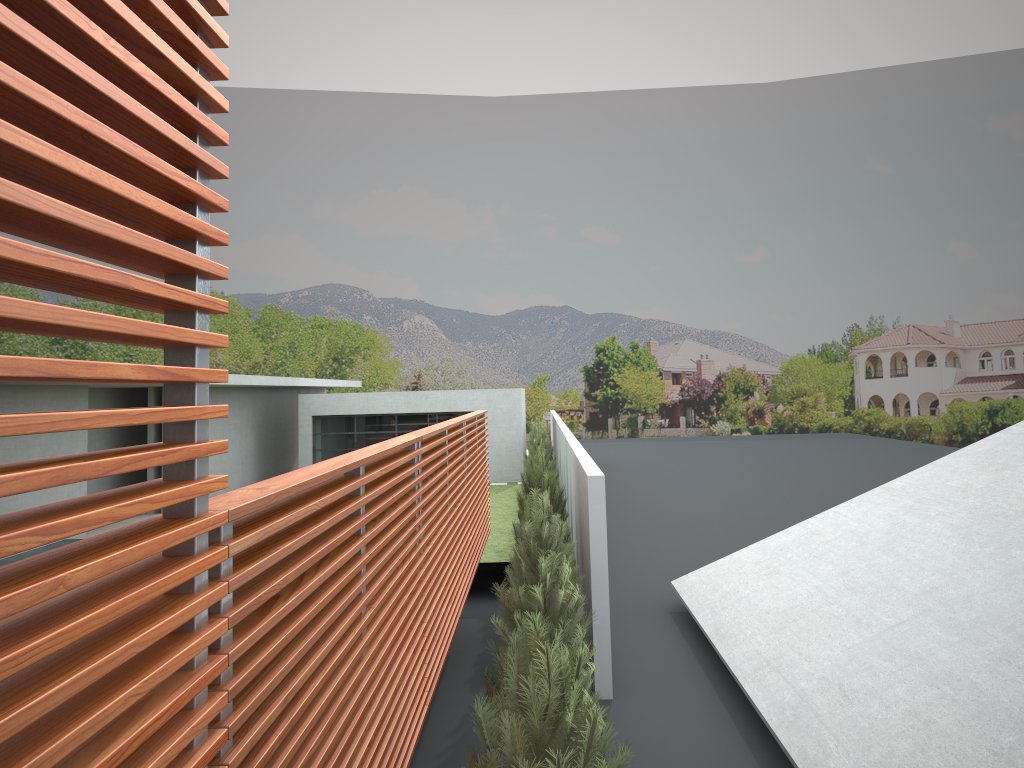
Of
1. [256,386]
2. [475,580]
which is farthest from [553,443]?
[475,580]

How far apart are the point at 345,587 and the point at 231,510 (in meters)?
1.59
